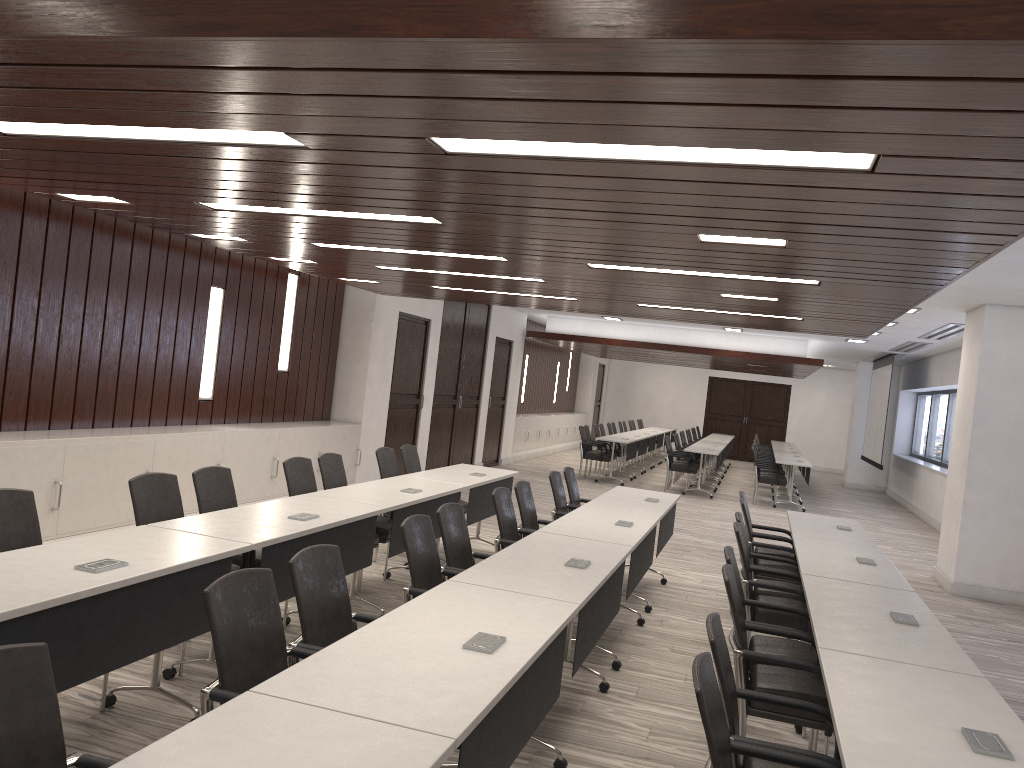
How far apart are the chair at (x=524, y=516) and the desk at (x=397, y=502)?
0.57m

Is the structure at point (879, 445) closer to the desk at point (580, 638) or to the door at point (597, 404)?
the door at point (597, 404)

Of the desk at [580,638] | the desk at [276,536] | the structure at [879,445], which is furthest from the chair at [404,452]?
the structure at [879,445]

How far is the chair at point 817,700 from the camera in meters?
3.7

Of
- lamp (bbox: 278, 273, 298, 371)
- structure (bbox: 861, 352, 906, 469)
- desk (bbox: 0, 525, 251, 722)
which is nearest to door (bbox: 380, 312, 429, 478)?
lamp (bbox: 278, 273, 298, 371)

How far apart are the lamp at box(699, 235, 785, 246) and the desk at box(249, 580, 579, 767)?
2.01m

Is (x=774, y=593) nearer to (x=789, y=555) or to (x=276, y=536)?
(x=789, y=555)

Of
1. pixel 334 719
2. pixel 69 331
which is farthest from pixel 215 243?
pixel 334 719

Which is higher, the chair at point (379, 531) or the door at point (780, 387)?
the door at point (780, 387)

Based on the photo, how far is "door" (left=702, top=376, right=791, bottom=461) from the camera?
25.4 meters
